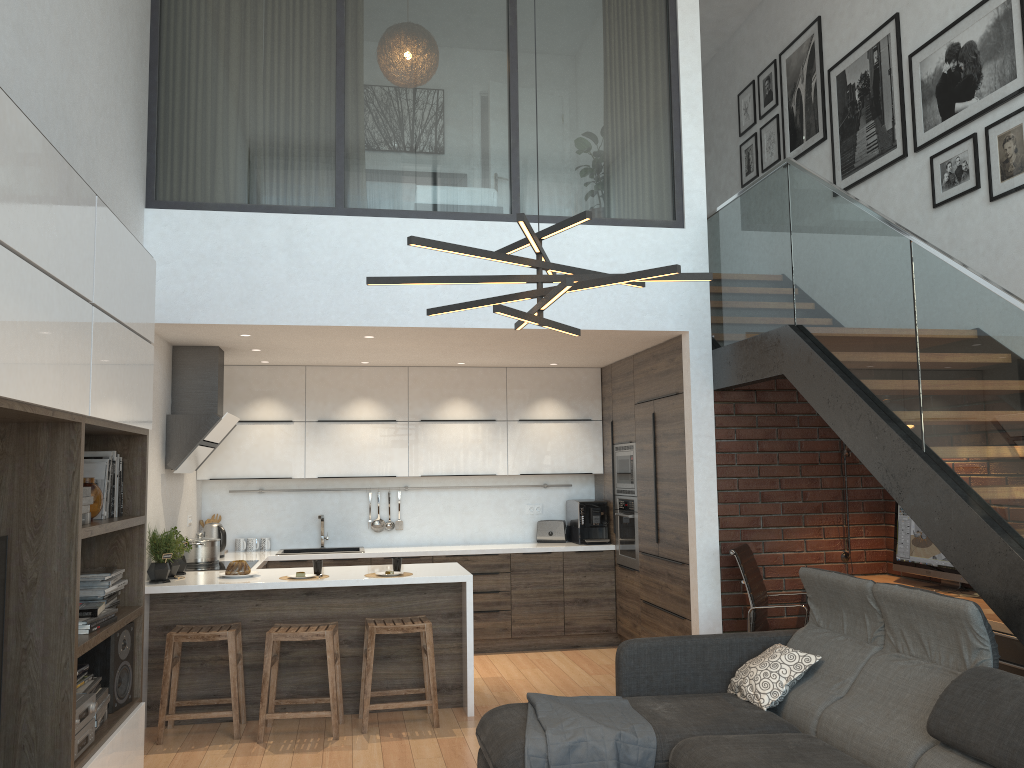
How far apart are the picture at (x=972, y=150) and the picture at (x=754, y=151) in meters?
2.5 m

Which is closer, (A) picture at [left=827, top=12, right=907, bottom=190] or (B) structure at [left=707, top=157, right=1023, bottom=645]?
(B) structure at [left=707, top=157, right=1023, bottom=645]

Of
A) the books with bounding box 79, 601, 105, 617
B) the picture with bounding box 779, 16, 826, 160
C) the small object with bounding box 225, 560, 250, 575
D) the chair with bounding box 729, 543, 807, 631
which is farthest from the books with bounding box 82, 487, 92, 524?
the picture with bounding box 779, 16, 826, 160

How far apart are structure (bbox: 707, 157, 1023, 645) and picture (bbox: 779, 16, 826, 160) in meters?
1.5 m

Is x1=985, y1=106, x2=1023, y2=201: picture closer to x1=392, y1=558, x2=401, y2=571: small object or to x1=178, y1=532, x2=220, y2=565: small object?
x1=392, y1=558, x2=401, y2=571: small object

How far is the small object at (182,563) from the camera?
5.74m

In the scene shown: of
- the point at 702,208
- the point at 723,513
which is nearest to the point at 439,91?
the point at 702,208

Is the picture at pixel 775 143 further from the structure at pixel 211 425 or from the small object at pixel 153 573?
the small object at pixel 153 573

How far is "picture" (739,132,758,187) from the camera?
8.0 meters

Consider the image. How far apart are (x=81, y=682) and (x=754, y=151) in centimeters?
679cm
